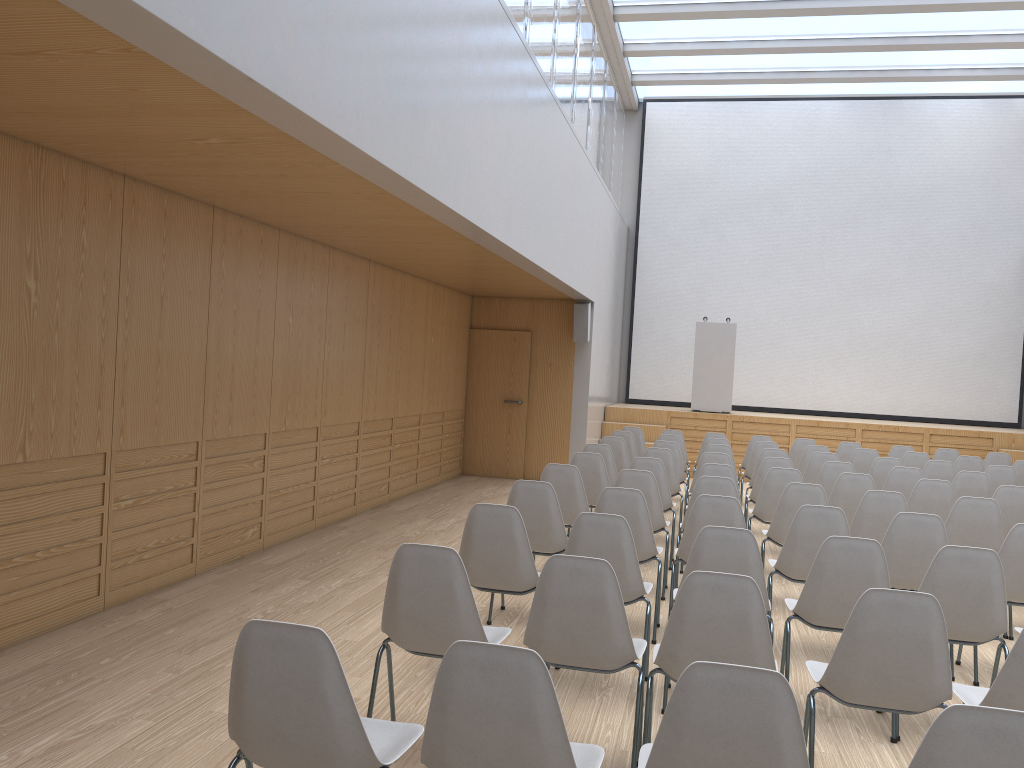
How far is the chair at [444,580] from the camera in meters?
3.1

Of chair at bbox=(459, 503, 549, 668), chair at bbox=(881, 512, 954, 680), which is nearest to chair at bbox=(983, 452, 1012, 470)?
chair at bbox=(881, 512, 954, 680)

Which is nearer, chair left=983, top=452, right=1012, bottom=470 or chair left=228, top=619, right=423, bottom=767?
chair left=228, top=619, right=423, bottom=767

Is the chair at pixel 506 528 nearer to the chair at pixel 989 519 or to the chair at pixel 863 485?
the chair at pixel 989 519

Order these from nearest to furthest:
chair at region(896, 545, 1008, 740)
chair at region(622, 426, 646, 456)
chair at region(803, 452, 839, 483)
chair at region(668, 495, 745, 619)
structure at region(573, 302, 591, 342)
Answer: chair at region(896, 545, 1008, 740) → chair at region(668, 495, 745, 619) → chair at region(803, 452, 839, 483) → chair at region(622, 426, 646, 456) → structure at region(573, 302, 591, 342)

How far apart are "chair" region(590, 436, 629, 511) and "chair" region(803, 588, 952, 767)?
5.7m

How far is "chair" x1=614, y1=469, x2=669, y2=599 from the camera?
6.0 meters

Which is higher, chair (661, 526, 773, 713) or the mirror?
the mirror

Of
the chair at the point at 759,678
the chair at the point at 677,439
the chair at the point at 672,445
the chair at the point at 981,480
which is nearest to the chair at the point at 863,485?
the chair at the point at 981,480

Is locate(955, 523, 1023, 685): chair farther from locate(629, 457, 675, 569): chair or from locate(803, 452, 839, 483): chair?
locate(803, 452, 839, 483): chair
